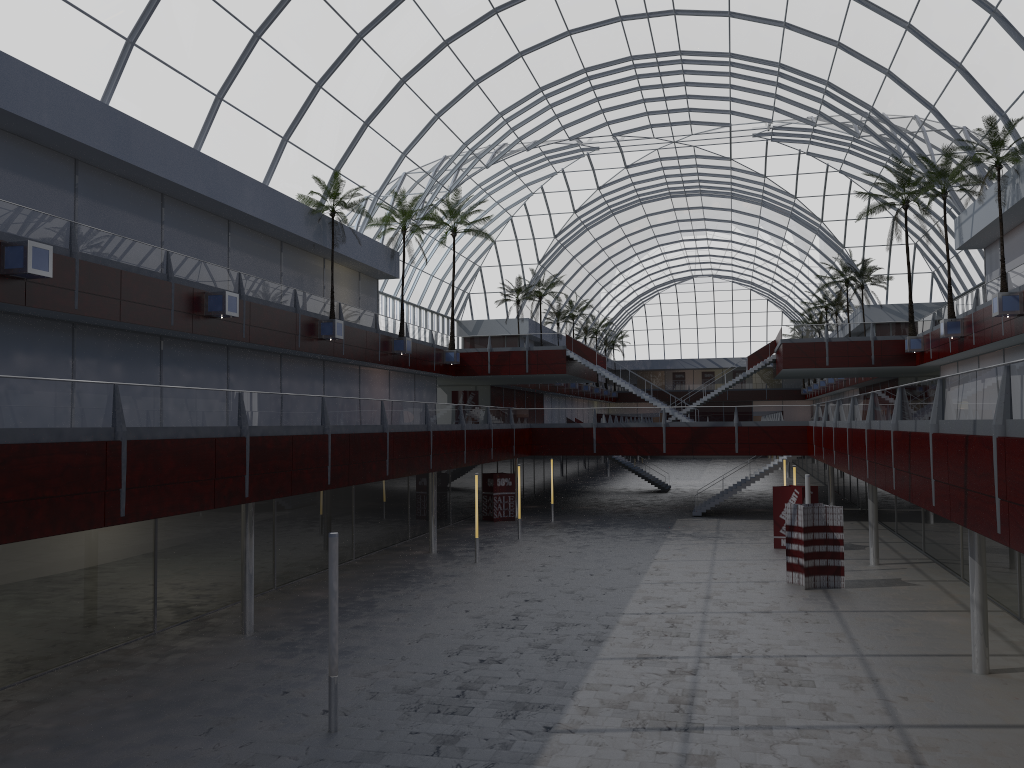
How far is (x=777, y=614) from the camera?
29.83m
